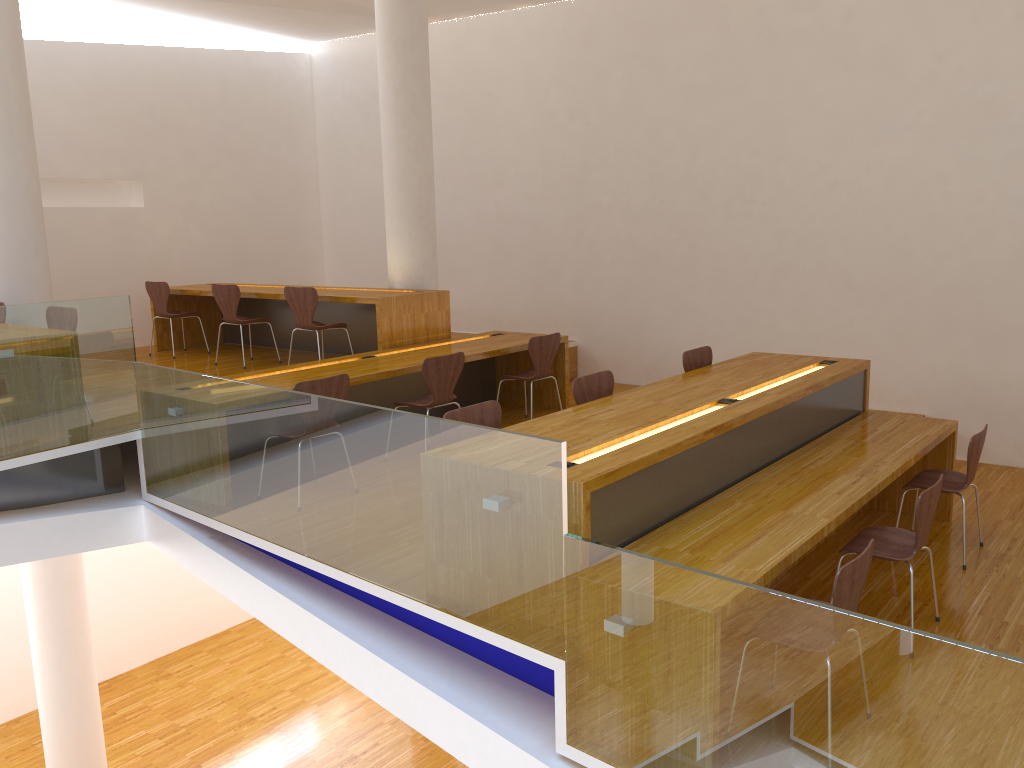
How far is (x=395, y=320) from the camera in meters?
6.6 m

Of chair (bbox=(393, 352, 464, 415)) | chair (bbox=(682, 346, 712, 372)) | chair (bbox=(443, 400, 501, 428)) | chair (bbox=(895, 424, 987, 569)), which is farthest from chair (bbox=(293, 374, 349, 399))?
chair (bbox=(895, 424, 987, 569))

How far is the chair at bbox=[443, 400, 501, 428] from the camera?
3.9m

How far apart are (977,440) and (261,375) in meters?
4.1 m

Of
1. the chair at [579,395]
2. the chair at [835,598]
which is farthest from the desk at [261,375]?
the chair at [835,598]

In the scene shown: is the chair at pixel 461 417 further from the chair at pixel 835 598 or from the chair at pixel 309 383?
the chair at pixel 835 598

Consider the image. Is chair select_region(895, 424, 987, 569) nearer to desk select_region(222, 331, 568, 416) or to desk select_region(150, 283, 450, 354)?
desk select_region(222, 331, 568, 416)

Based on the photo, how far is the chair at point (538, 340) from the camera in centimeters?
635cm

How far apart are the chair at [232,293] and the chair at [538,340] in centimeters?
240cm

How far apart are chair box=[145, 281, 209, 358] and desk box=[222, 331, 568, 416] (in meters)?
2.64
